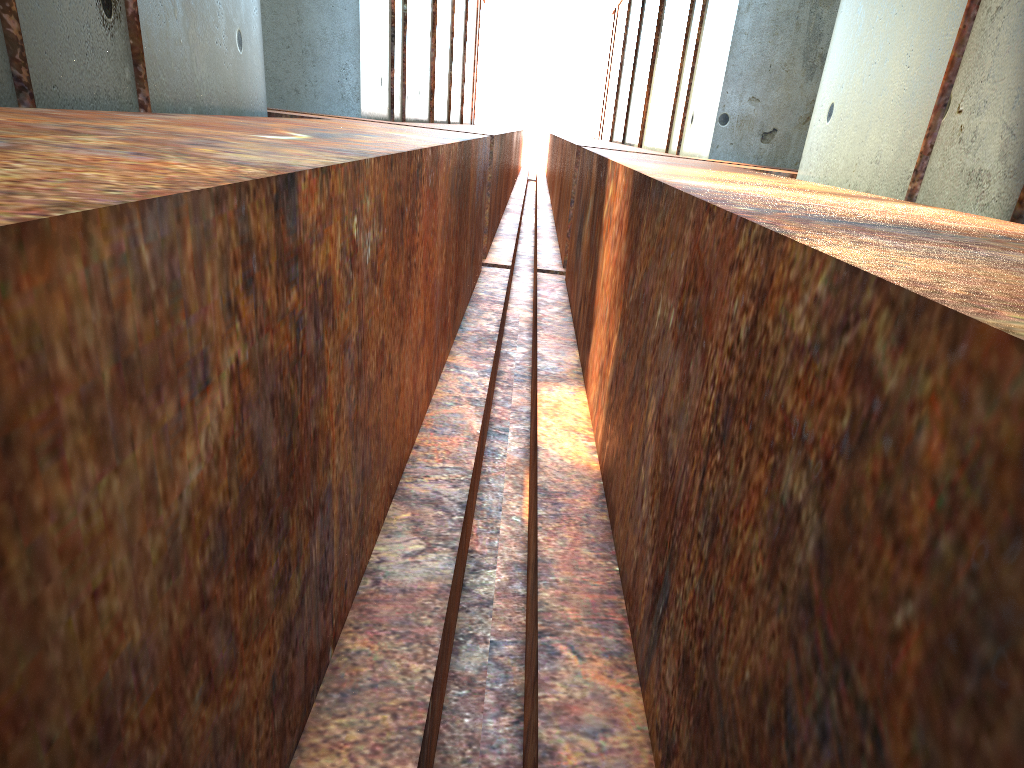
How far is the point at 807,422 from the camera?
1.36m
